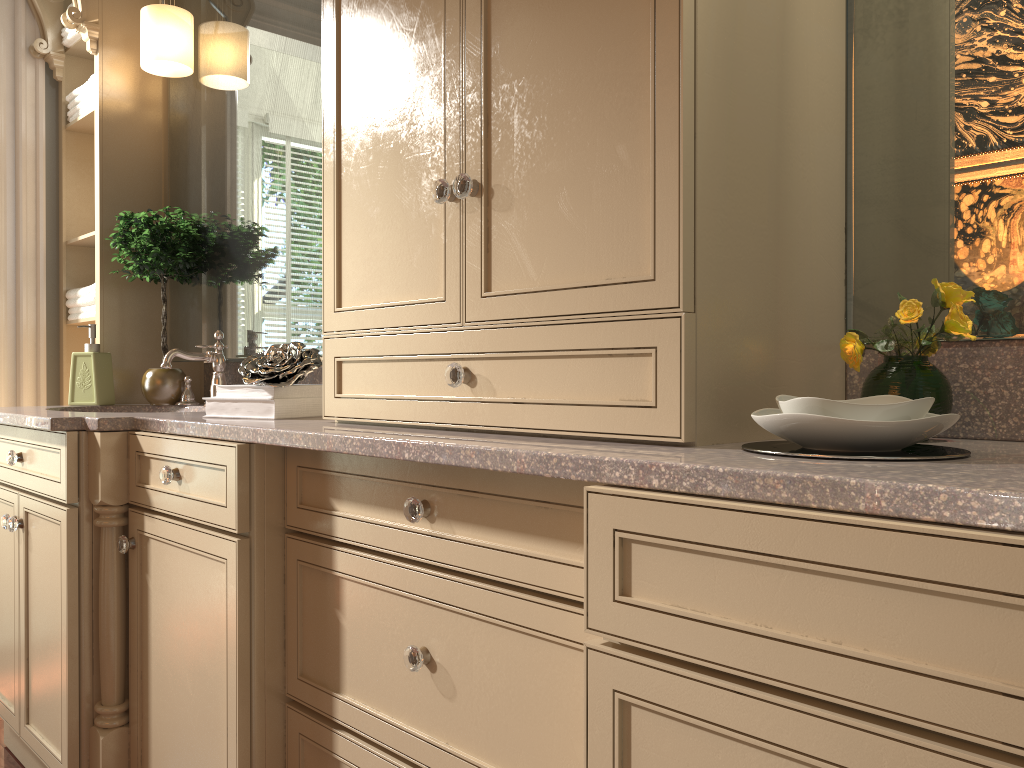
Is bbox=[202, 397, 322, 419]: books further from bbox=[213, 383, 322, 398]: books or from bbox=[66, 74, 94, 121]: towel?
bbox=[66, 74, 94, 121]: towel

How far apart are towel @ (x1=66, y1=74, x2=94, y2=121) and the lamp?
0.27m

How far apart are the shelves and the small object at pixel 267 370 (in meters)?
1.07

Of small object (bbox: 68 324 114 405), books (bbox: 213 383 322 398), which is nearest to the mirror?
small object (bbox: 68 324 114 405)

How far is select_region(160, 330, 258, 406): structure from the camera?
2.28m

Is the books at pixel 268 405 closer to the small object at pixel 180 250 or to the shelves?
the small object at pixel 180 250

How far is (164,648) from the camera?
1.7m

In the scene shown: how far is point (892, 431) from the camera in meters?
0.9

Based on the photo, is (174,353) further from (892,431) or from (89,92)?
(892,431)

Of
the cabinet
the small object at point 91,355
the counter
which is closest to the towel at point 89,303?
the small object at point 91,355
